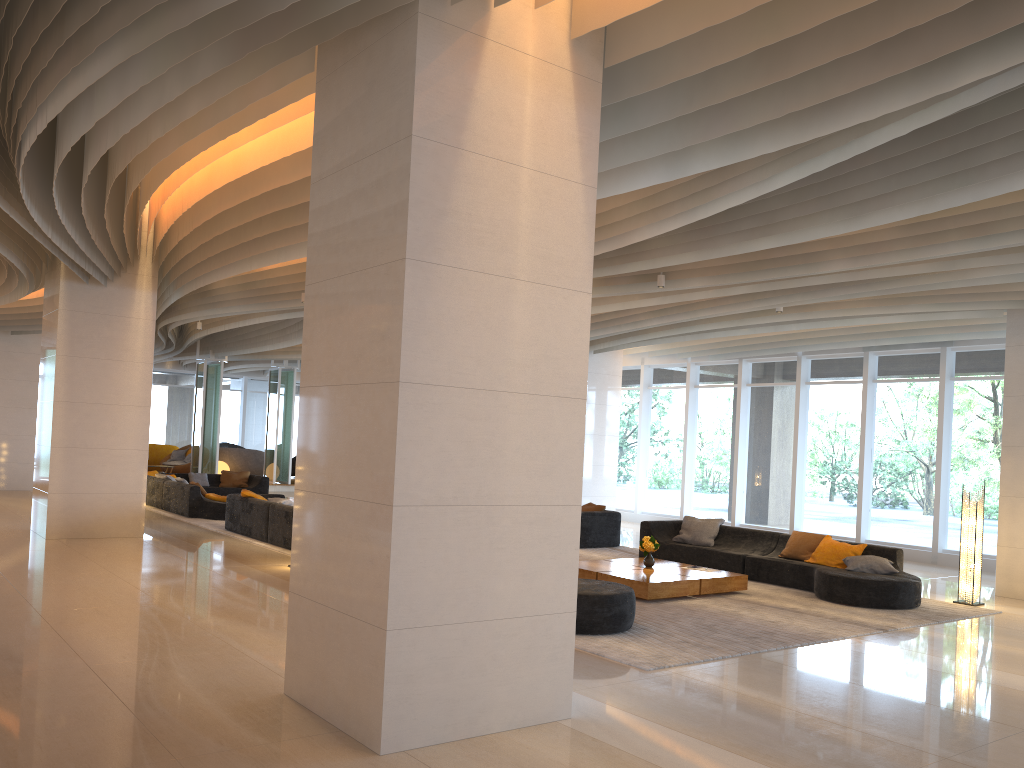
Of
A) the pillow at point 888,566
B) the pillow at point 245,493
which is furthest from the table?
the pillow at point 245,493

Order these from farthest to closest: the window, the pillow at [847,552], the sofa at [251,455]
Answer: the sofa at [251,455] → the window → the pillow at [847,552]

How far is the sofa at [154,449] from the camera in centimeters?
2618cm

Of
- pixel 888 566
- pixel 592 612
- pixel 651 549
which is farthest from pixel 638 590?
pixel 888 566

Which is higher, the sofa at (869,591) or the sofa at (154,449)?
the sofa at (154,449)

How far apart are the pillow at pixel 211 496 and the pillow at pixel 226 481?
4.3 meters

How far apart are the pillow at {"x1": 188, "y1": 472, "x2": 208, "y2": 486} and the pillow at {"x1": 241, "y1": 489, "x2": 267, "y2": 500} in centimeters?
687cm

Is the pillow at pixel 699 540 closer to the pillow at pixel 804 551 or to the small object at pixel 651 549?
the pillow at pixel 804 551

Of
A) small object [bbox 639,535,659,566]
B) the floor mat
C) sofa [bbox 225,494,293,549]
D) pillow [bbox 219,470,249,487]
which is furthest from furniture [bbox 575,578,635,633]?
pillow [bbox 219,470,249,487]

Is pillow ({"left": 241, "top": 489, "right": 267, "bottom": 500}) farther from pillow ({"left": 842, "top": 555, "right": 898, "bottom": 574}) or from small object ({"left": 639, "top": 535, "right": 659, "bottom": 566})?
pillow ({"left": 842, "top": 555, "right": 898, "bottom": 574})
